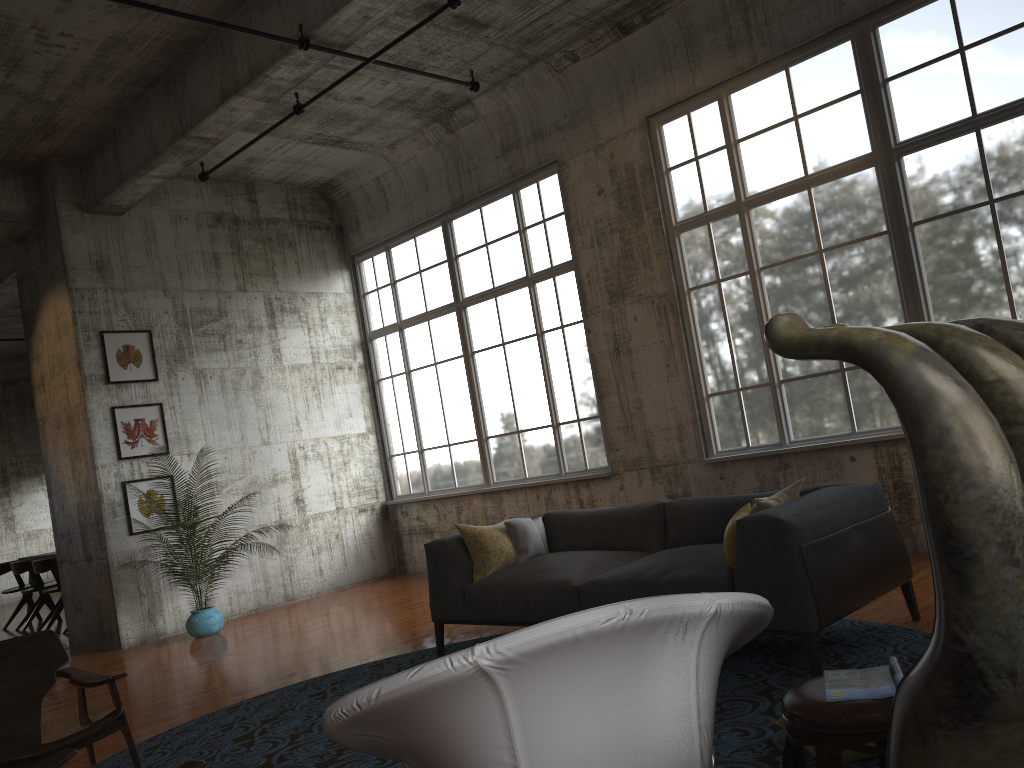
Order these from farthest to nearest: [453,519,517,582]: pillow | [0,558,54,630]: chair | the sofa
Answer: [0,558,54,630]: chair → [453,519,517,582]: pillow → the sofa

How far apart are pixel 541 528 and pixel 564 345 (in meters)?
3.52

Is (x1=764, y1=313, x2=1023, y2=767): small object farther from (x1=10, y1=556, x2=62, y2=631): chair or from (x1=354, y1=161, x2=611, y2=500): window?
(x1=10, y1=556, x2=62, y2=631): chair

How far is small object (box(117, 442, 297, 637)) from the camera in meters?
9.0

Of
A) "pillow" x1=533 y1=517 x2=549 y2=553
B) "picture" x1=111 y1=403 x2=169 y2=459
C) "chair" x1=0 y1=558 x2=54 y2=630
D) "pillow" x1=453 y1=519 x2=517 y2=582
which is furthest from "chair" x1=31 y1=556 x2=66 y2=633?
"pillow" x1=533 y1=517 x2=549 y2=553

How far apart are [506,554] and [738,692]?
2.16m

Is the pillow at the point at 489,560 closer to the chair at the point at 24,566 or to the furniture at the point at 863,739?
the furniture at the point at 863,739

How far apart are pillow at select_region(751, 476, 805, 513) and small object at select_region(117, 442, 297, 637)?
6.09m

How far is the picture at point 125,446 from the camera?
9.5 meters

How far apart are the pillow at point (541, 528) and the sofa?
0.1m
